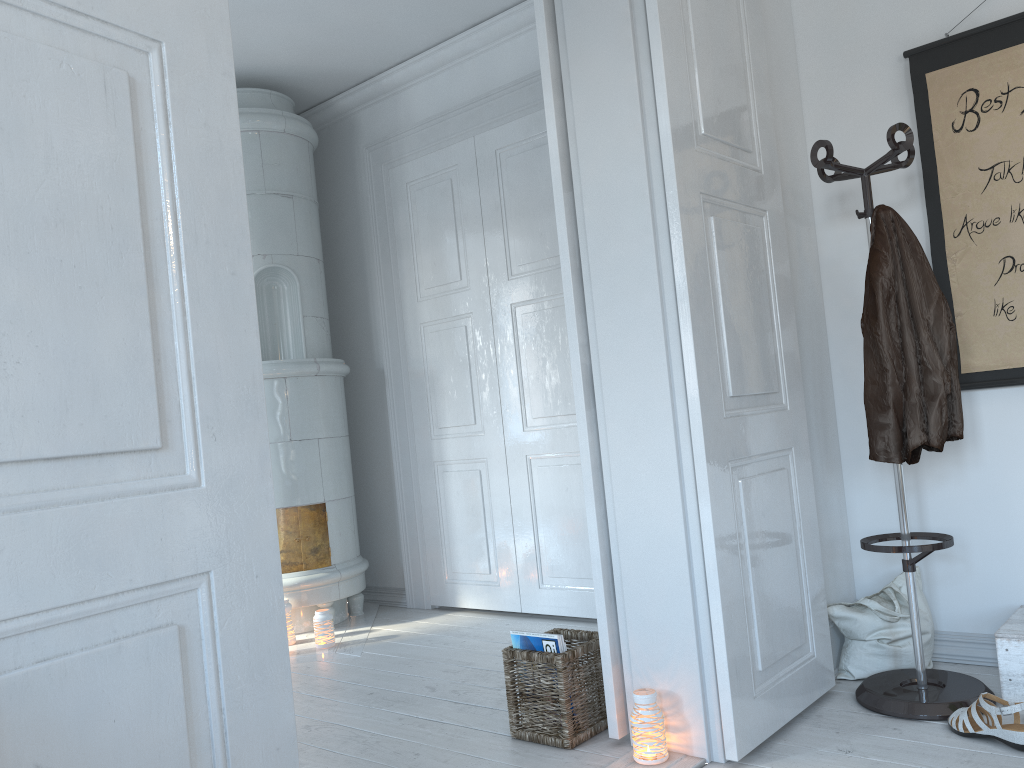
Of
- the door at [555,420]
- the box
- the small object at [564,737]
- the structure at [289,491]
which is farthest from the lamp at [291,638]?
the box

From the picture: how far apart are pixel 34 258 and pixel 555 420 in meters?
3.1

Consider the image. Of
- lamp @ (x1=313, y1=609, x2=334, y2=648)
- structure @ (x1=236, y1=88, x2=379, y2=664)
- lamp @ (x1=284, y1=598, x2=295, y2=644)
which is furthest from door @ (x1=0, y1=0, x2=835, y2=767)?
lamp @ (x1=284, y1=598, x2=295, y2=644)

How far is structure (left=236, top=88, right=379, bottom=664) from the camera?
4.3m

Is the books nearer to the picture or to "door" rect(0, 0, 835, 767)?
"door" rect(0, 0, 835, 767)

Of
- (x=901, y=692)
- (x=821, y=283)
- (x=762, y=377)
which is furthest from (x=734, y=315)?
(x=901, y=692)

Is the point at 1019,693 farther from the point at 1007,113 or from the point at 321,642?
the point at 321,642

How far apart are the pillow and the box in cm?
26

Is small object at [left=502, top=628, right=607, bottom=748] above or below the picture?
below

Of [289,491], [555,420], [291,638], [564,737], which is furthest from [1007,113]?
[291,638]
